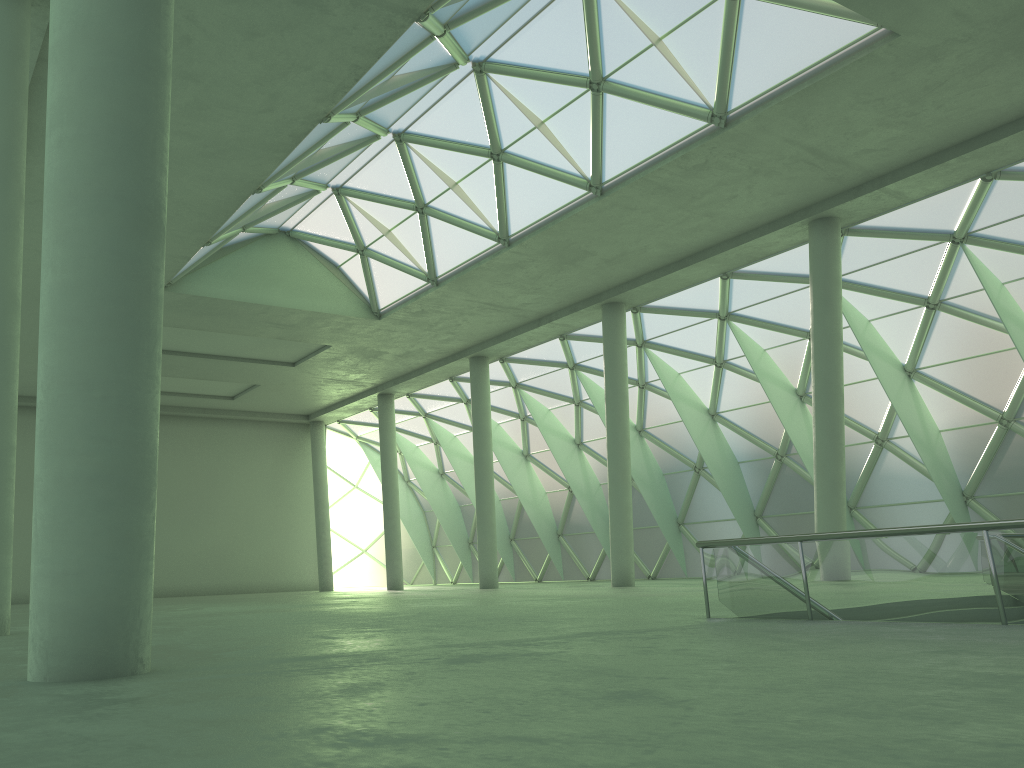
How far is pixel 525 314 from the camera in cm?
4261

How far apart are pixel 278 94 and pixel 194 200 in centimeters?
773cm
